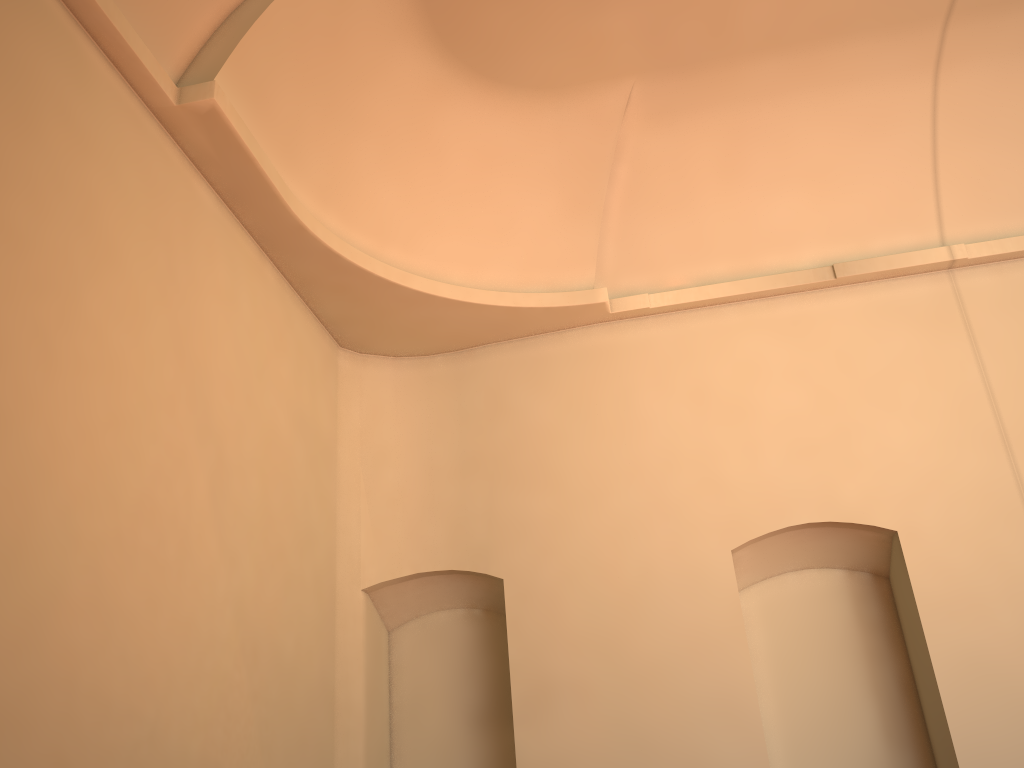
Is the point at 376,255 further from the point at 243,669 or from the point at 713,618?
the point at 713,618
